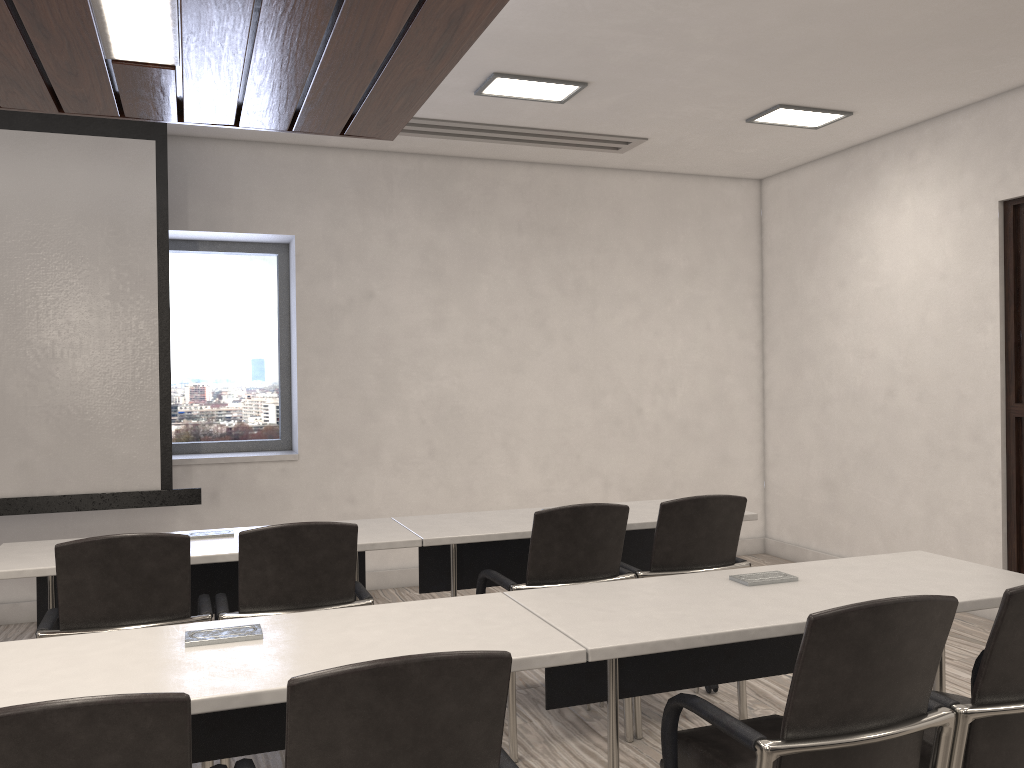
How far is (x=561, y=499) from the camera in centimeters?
639cm

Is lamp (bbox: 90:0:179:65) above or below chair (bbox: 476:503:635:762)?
above

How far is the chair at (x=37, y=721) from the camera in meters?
1.2

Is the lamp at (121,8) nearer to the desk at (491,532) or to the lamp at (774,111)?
the desk at (491,532)

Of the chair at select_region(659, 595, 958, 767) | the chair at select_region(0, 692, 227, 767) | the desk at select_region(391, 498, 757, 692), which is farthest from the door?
the chair at select_region(0, 692, 227, 767)

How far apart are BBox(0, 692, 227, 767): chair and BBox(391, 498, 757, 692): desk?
2.0m

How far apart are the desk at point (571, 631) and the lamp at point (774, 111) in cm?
300

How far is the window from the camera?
5.9 meters

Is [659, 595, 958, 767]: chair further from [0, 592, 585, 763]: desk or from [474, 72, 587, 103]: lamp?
[474, 72, 587, 103]: lamp

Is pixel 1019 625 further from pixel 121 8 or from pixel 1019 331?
pixel 1019 331
